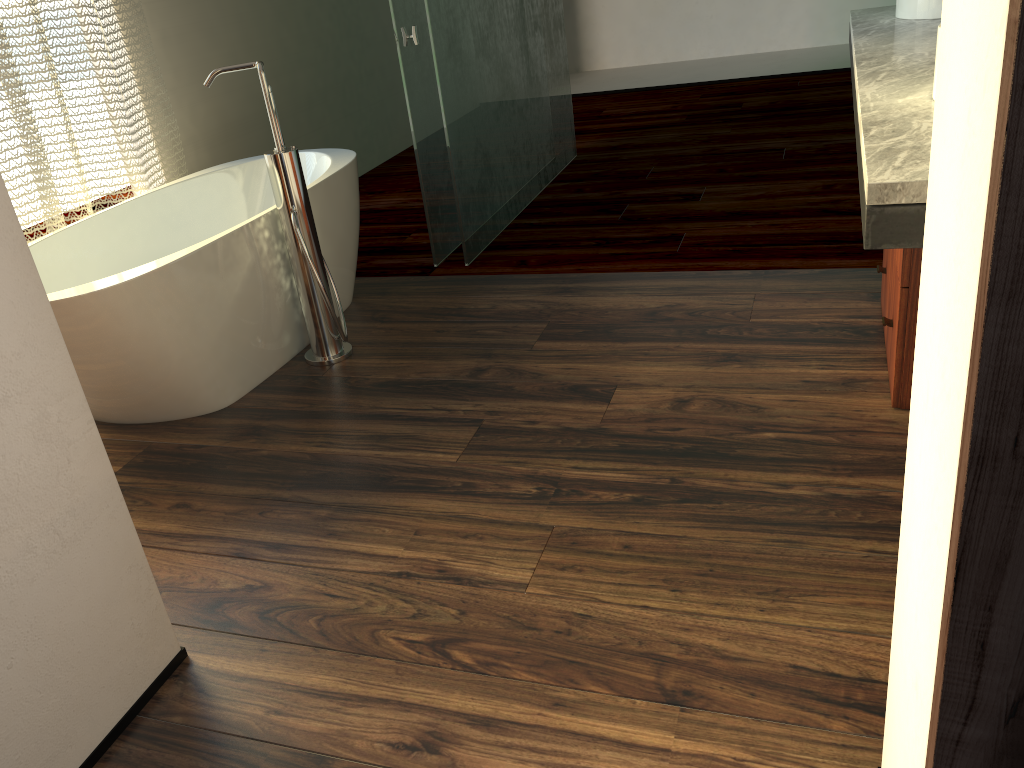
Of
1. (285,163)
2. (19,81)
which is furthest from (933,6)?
(19,81)

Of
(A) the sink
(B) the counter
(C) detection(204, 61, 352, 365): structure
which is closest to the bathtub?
(C) detection(204, 61, 352, 365): structure

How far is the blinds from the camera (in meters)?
2.77

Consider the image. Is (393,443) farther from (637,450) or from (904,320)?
(904,320)

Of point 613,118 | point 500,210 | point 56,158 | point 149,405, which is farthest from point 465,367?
point 613,118

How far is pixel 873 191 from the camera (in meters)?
1.31

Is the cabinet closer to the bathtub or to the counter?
the counter

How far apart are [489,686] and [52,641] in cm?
67

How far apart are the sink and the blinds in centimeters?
266cm

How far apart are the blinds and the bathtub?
0.13m
